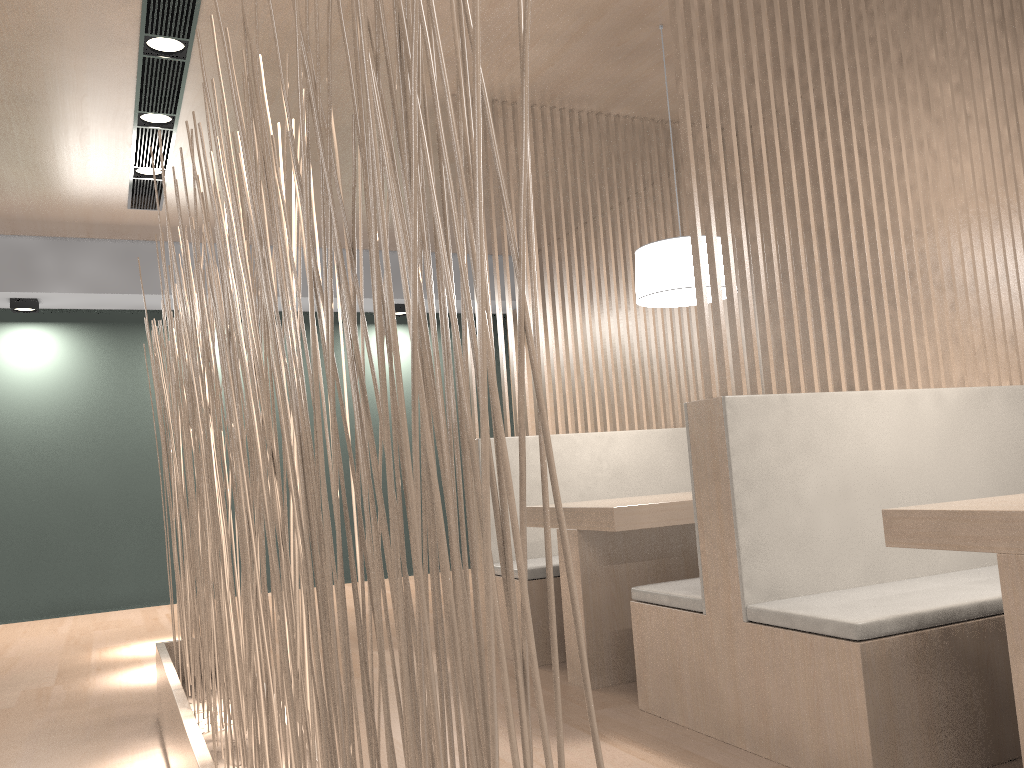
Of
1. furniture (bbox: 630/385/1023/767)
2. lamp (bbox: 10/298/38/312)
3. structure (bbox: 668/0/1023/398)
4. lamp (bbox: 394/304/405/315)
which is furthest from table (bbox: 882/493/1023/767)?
lamp (bbox: 10/298/38/312)

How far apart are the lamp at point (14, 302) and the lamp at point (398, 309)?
1.60m

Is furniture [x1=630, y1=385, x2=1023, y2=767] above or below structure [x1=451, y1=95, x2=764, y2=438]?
below

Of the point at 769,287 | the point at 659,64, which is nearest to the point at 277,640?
the point at 769,287

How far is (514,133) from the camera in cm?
270

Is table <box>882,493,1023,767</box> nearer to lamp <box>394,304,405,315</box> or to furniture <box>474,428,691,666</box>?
furniture <box>474,428,691,666</box>

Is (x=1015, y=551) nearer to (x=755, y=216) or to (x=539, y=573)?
(x=755, y=216)

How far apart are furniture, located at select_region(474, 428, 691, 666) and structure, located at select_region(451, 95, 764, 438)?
0.1 meters

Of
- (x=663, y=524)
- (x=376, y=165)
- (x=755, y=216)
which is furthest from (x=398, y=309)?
(x=376, y=165)

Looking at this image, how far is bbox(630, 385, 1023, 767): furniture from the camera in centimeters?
126cm
